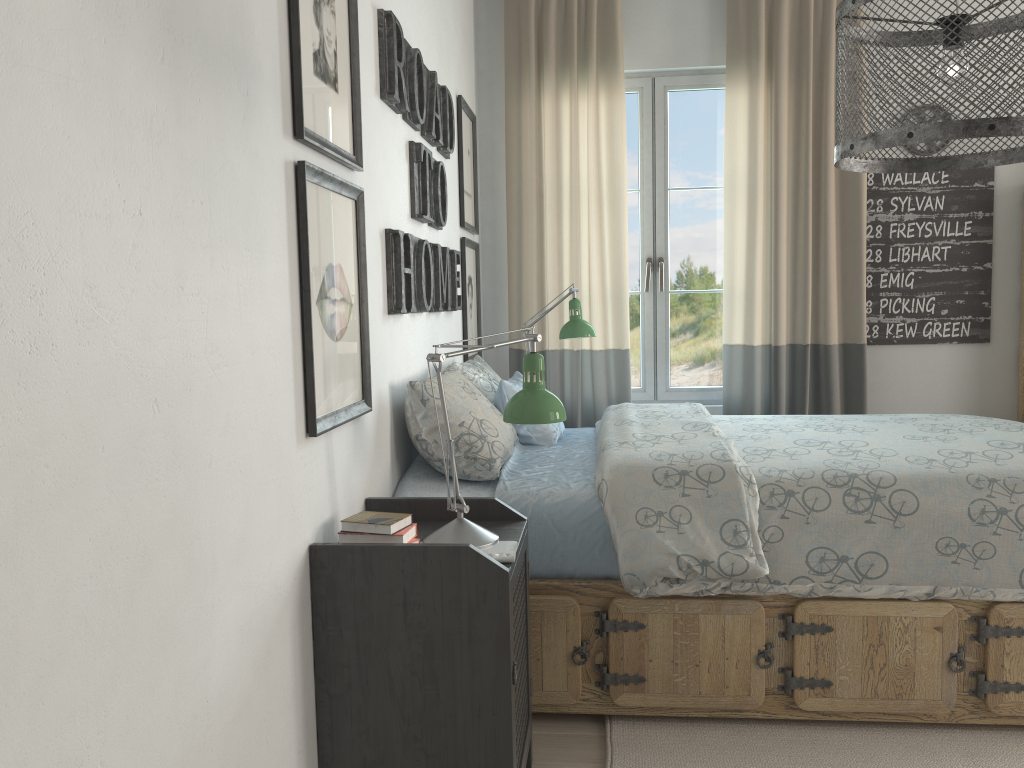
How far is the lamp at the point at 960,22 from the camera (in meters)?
1.33

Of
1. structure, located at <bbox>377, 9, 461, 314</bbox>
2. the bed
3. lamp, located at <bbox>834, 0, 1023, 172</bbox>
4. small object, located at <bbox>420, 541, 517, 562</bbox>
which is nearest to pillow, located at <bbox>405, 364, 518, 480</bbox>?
the bed

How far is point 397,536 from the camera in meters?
1.7

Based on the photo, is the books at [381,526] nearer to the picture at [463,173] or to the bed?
the bed

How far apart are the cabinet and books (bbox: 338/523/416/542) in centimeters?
327cm

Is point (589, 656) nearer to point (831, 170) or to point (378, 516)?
point (378, 516)

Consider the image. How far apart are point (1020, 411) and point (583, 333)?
2.1 meters

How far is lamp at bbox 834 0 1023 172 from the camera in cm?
133

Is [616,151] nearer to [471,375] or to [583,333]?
[583,333]

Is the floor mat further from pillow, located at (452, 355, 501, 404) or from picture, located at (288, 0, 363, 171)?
picture, located at (288, 0, 363, 171)
